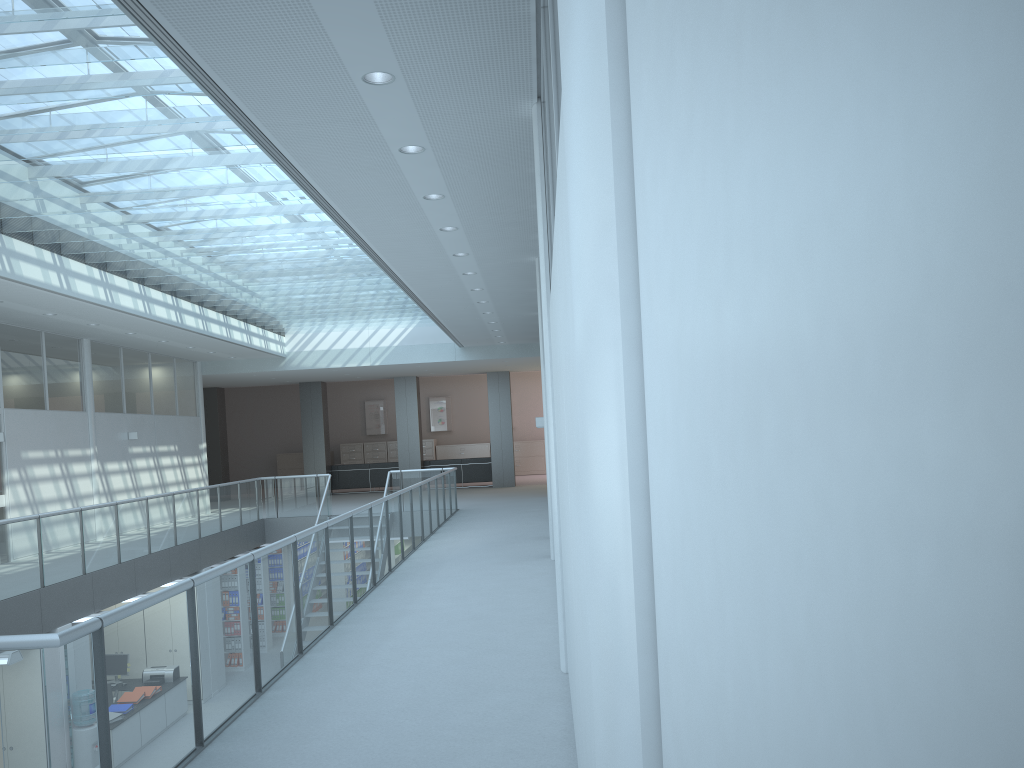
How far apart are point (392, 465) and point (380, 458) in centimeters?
476cm

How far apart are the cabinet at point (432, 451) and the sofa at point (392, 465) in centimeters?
461cm

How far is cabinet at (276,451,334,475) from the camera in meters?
26.8

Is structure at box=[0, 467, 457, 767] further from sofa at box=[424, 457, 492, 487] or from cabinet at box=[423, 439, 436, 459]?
cabinet at box=[423, 439, 436, 459]

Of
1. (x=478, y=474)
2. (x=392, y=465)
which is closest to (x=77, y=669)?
(x=478, y=474)

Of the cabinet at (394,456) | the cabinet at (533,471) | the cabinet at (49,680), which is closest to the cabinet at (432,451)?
the cabinet at (394,456)

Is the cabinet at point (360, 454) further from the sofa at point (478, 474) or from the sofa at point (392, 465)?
the sofa at point (478, 474)

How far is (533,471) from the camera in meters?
26.6

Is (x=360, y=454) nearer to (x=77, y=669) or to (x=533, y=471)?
(x=533, y=471)

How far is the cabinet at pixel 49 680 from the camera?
8.6 meters
